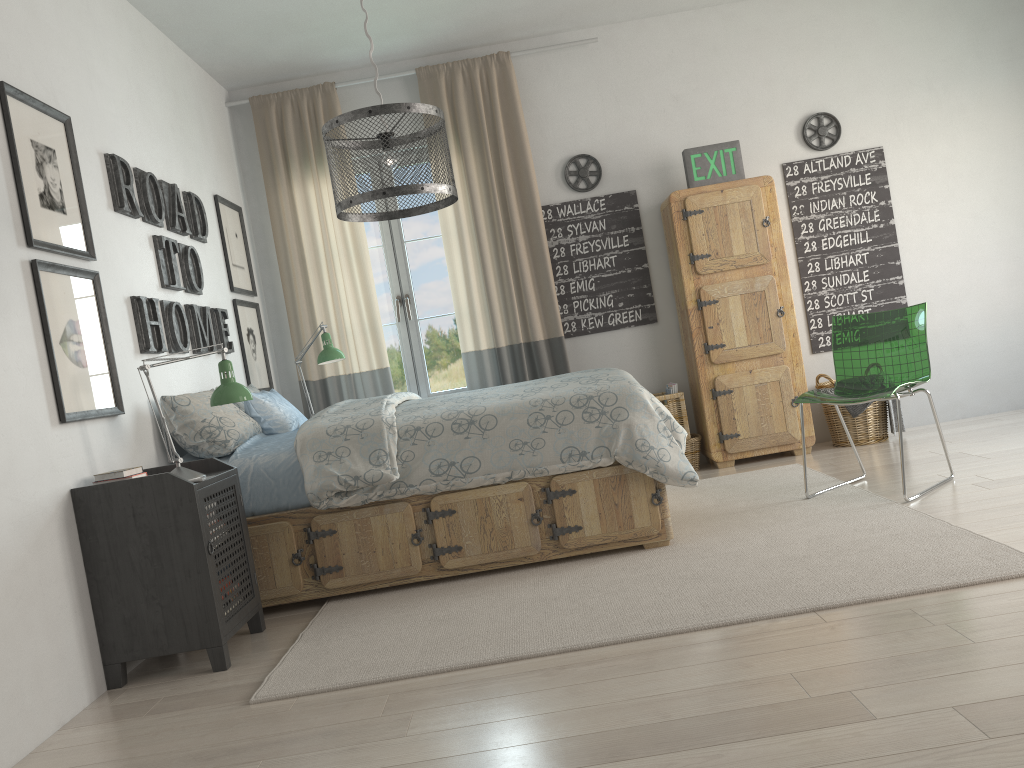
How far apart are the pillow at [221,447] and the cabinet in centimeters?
244cm

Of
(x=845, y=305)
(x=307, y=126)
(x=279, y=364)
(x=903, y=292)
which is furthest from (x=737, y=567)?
(x=307, y=126)

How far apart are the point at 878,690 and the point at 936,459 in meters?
2.7

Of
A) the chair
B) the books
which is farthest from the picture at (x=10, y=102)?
the chair

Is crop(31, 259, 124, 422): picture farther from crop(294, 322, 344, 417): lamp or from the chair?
the chair

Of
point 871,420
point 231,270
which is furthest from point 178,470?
point 871,420

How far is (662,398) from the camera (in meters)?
5.01

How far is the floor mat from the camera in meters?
2.5

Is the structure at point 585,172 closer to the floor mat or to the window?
the window

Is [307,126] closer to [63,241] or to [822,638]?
[63,241]
